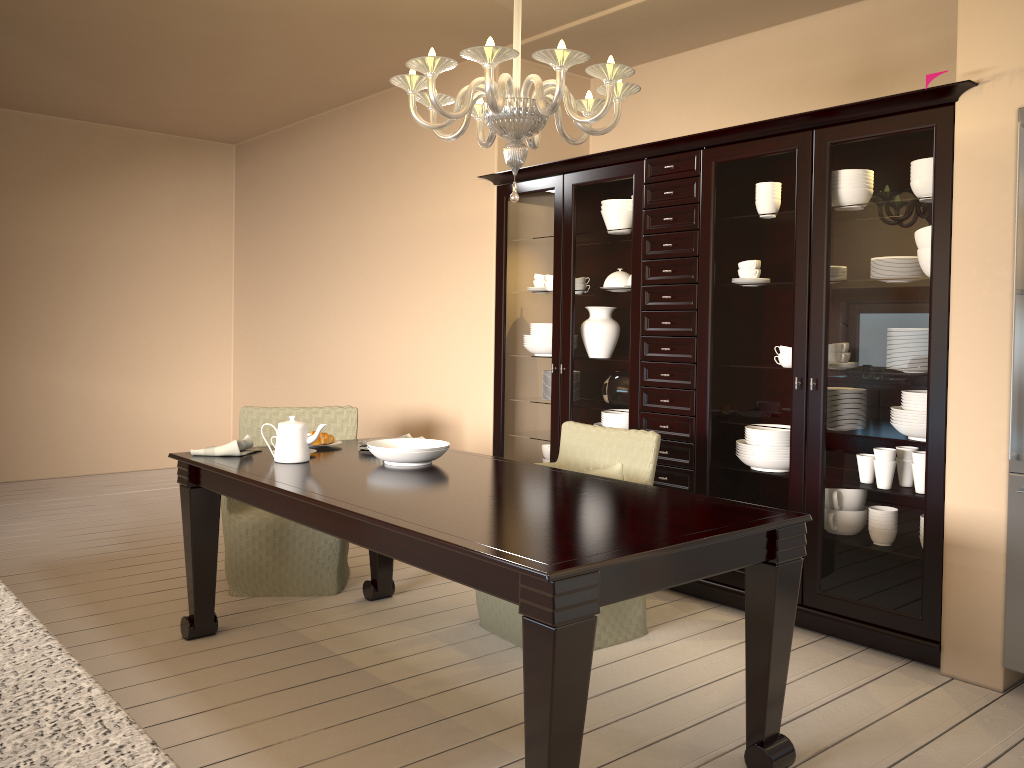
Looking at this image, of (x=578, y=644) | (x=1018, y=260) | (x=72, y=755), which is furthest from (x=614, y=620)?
(x=72, y=755)

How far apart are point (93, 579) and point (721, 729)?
2.8 meters

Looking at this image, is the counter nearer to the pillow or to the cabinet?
the pillow

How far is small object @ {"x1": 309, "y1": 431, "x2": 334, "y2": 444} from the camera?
3.4m

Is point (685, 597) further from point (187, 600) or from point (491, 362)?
point (187, 600)

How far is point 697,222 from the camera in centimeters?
364cm

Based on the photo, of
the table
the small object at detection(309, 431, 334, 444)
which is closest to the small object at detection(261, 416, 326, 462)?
the table

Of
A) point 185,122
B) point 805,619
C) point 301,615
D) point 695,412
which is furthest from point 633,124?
point 185,122

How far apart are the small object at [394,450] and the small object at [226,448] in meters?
0.5

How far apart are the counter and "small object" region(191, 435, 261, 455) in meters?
2.1
